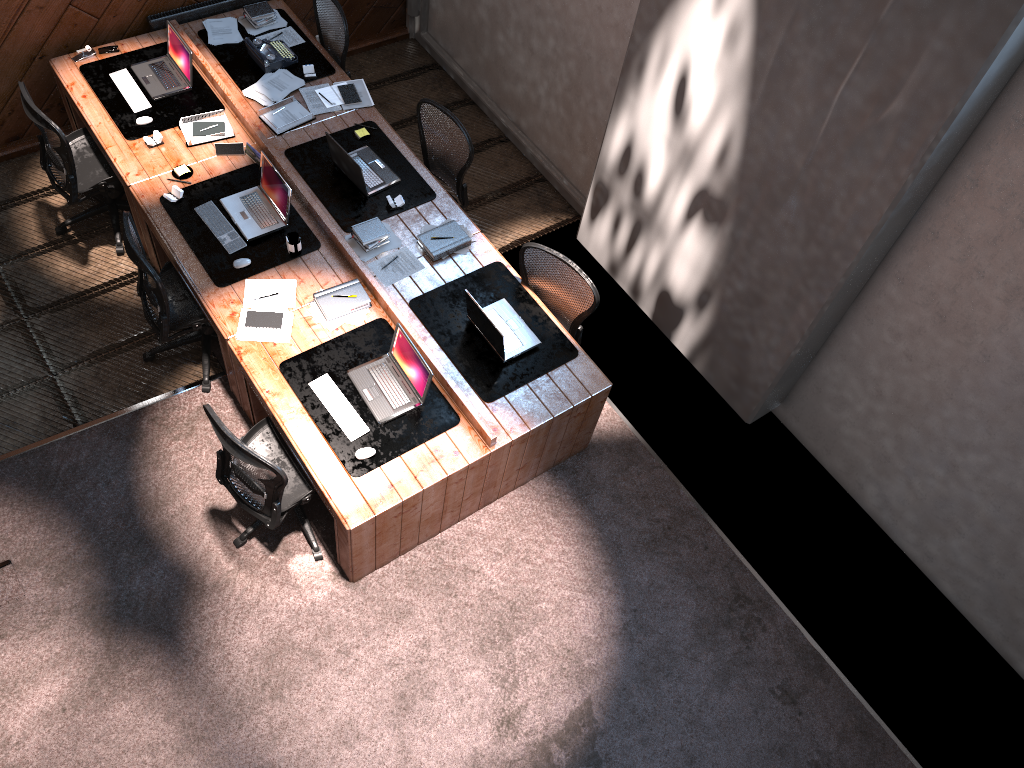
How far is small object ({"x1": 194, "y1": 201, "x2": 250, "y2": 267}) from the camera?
5.3m

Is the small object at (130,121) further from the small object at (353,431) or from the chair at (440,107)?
the small object at (353,431)

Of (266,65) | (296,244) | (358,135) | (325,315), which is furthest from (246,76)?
(325,315)

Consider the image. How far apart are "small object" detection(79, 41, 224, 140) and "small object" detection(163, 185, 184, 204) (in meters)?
0.60

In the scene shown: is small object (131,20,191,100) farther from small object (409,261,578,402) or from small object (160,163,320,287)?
small object (409,261,578,402)

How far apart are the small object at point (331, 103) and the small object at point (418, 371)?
2.13m

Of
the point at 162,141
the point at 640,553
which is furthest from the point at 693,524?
the point at 162,141

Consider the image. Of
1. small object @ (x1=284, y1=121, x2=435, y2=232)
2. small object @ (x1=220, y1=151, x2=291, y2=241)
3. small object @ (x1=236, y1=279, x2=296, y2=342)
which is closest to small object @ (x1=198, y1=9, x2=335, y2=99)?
small object @ (x1=284, y1=121, x2=435, y2=232)

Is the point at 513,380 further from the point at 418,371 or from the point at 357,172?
the point at 357,172

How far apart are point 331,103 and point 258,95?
0.5m
